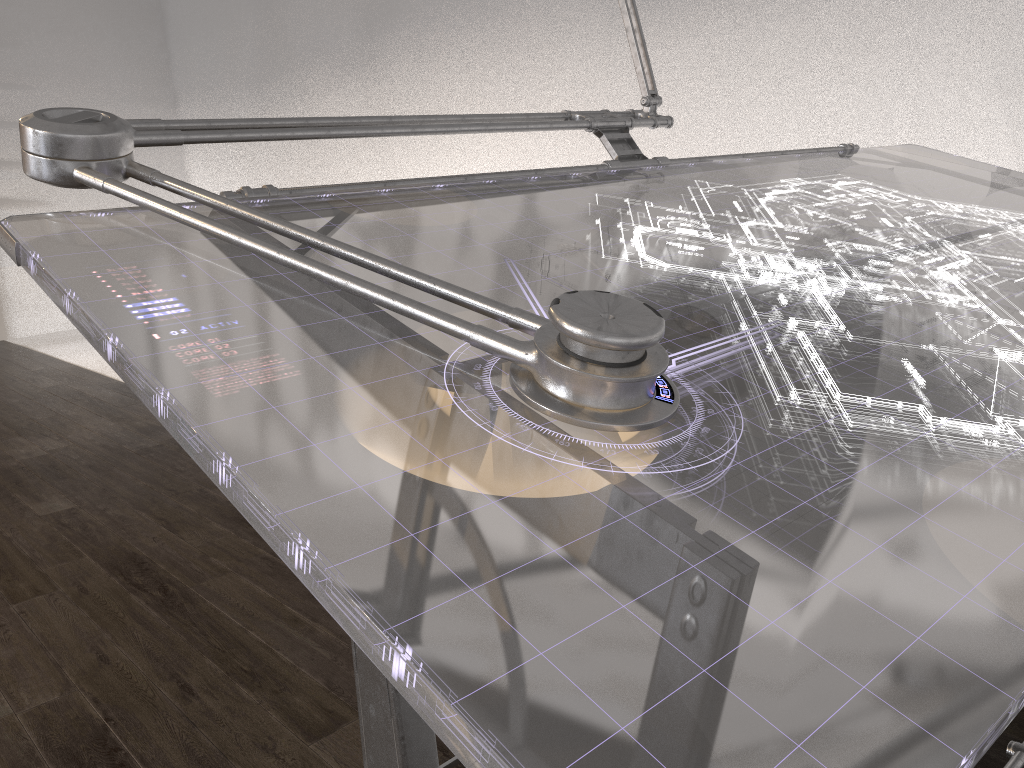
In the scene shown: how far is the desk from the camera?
0.5 meters

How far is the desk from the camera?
0.5m

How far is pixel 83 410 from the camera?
4.1 meters
